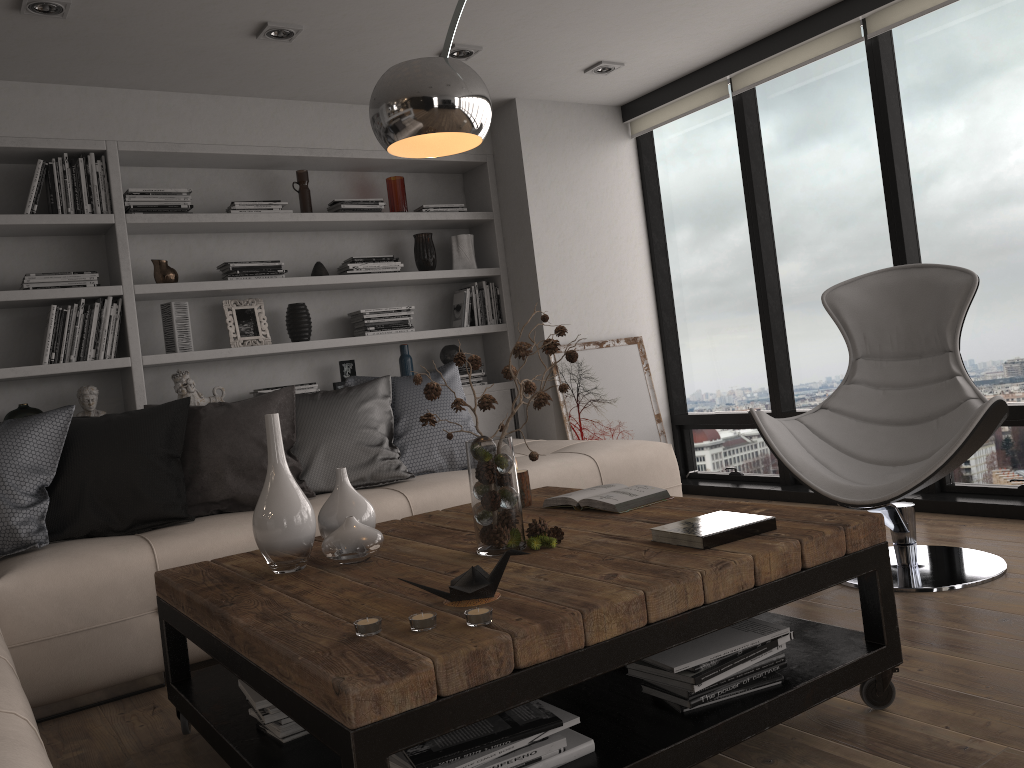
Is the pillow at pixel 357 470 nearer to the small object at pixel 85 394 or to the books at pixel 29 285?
the small object at pixel 85 394

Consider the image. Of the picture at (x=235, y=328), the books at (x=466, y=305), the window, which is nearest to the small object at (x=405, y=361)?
the books at (x=466, y=305)

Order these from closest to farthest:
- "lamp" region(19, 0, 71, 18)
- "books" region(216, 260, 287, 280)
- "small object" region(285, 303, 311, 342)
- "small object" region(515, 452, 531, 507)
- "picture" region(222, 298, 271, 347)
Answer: "small object" region(515, 452, 531, 507) < "lamp" region(19, 0, 71, 18) < "books" region(216, 260, 287, 280) < "picture" region(222, 298, 271, 347) < "small object" region(285, 303, 311, 342)

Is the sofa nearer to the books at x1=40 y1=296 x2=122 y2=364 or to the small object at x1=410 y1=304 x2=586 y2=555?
the small object at x1=410 y1=304 x2=586 y2=555

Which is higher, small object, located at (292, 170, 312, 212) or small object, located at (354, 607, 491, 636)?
small object, located at (292, 170, 312, 212)

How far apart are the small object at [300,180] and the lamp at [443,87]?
2.51m

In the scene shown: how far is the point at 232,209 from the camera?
4.5m

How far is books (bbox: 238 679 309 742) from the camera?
1.9 meters

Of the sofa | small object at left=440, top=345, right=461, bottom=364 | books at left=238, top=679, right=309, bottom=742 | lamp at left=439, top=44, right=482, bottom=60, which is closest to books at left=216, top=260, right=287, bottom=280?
small object at left=440, top=345, right=461, bottom=364

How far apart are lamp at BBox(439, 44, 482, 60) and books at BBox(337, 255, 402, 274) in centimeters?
119cm
